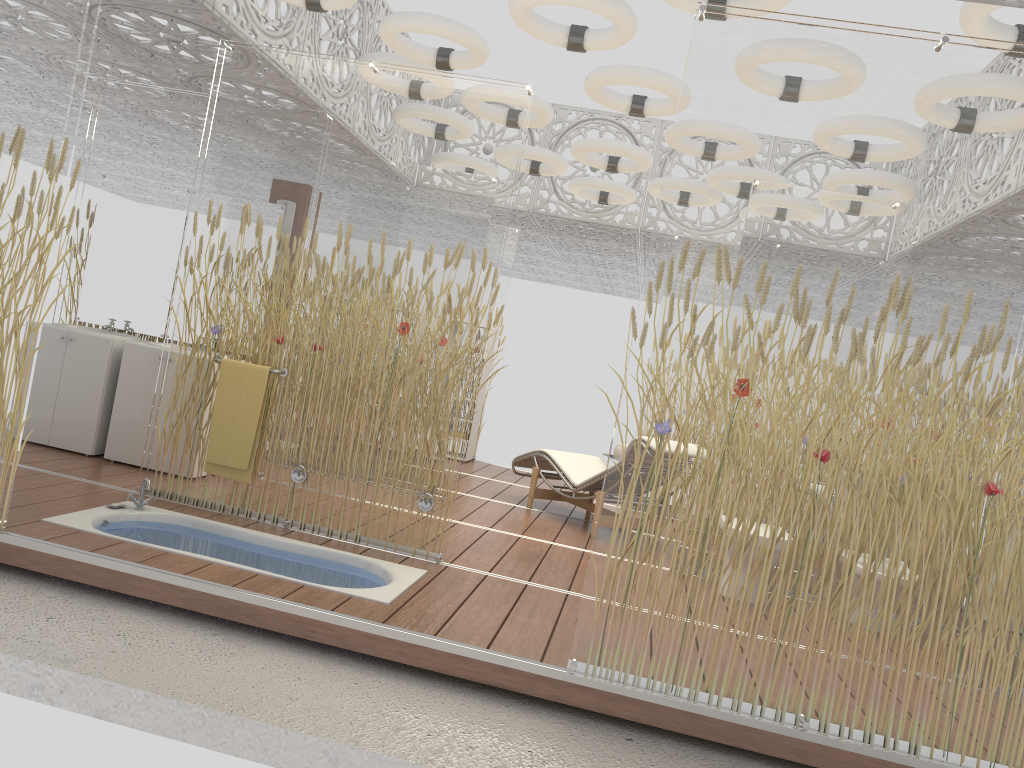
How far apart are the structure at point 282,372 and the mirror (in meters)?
1.72

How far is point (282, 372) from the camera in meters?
4.9 m

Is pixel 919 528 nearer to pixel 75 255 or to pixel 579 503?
pixel 579 503

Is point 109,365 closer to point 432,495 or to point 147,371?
point 147,371

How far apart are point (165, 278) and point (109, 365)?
0.8m

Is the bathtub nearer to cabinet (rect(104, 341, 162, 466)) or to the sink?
cabinet (rect(104, 341, 162, 466))

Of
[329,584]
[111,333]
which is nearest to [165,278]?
[111,333]

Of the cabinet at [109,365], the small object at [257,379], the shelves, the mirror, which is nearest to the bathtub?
the small object at [257,379]

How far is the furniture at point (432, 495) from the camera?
4.6 meters

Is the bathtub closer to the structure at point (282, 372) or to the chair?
the structure at point (282, 372)
